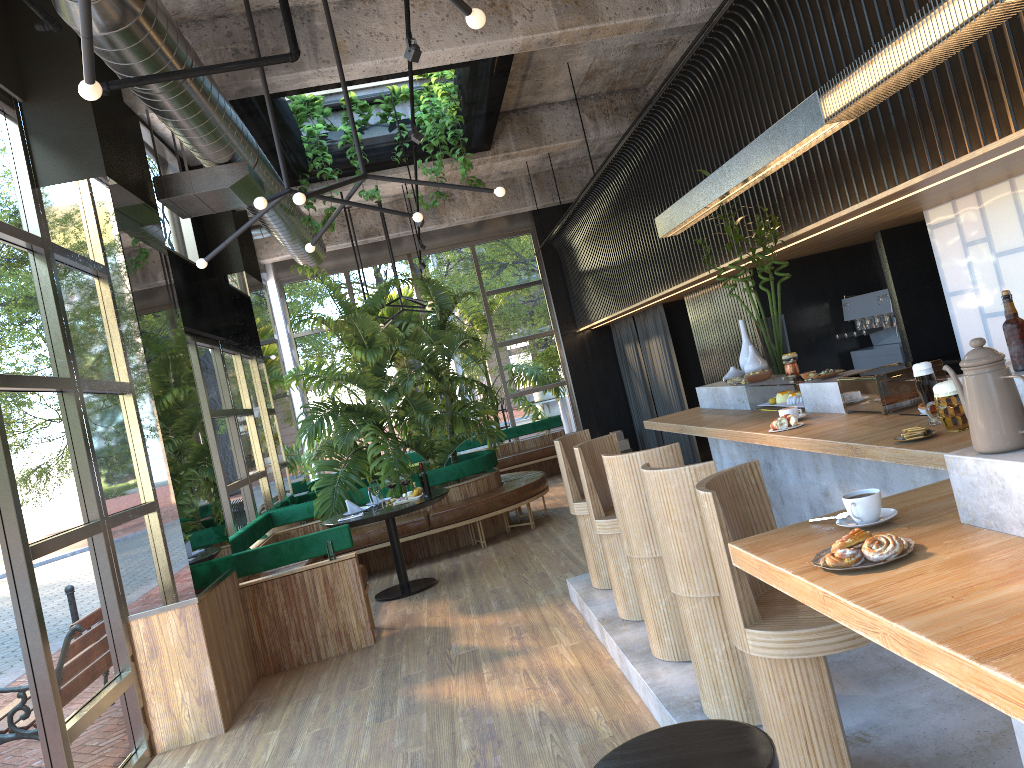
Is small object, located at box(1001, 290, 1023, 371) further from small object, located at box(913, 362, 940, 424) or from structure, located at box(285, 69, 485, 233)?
structure, located at box(285, 69, 485, 233)

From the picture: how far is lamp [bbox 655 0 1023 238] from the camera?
2.78m

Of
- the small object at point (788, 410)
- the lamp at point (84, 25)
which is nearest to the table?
the lamp at point (84, 25)

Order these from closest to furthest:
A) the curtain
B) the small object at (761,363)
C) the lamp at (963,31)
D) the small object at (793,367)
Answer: the lamp at (963,31) → the small object at (793,367) → the small object at (761,363) → the curtain

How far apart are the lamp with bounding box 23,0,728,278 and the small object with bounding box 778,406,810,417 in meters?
2.4

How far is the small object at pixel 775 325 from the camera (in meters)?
Result: 5.67

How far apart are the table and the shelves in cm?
425

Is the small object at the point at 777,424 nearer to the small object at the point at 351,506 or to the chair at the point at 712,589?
the chair at the point at 712,589

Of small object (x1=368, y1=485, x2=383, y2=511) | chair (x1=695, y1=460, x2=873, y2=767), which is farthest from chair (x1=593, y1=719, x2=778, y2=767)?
small object (x1=368, y1=485, x2=383, y2=511)

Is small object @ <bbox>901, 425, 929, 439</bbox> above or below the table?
above
